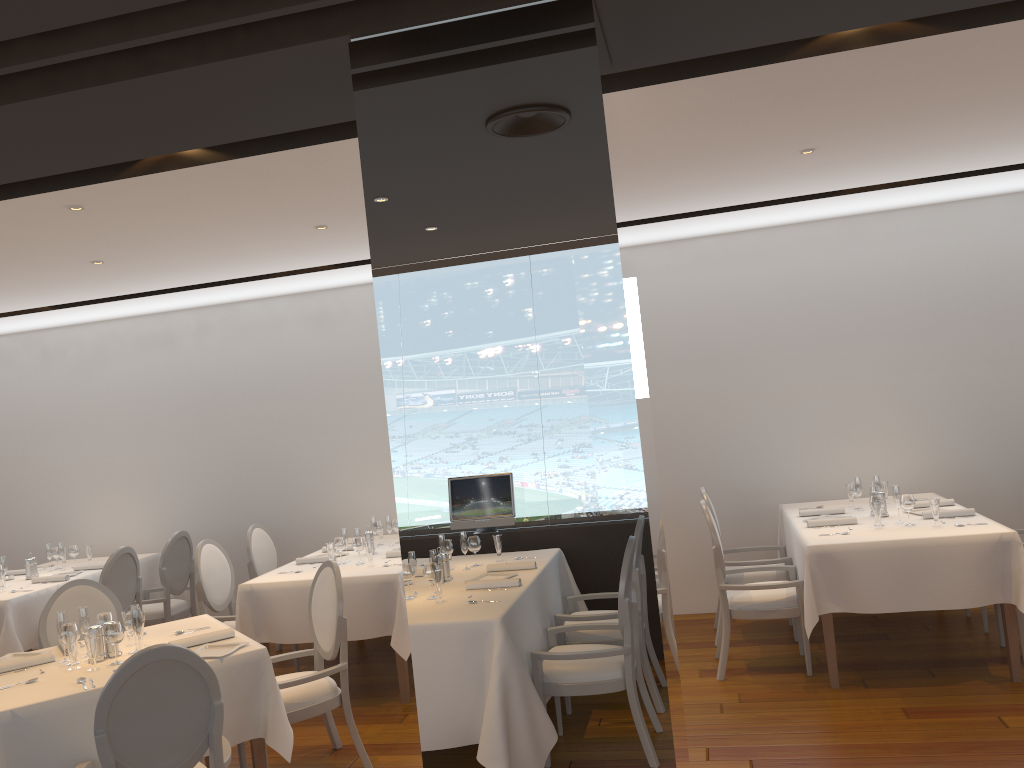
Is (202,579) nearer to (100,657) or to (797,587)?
(100,657)

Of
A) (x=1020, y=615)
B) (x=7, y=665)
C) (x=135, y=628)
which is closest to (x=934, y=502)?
(x=1020, y=615)

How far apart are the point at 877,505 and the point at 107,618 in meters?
4.3 m

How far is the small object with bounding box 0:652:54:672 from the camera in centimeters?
413cm

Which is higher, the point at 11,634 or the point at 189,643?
the point at 189,643

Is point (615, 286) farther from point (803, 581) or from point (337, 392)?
point (337, 392)

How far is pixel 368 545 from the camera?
6.0m

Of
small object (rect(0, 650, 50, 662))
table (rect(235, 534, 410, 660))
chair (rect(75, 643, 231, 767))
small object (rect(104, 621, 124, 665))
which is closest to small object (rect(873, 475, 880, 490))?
table (rect(235, 534, 410, 660))

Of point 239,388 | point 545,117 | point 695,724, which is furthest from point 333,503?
point 545,117

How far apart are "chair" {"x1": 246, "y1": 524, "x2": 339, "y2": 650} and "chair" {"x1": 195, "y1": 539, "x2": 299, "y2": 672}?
0.32m
